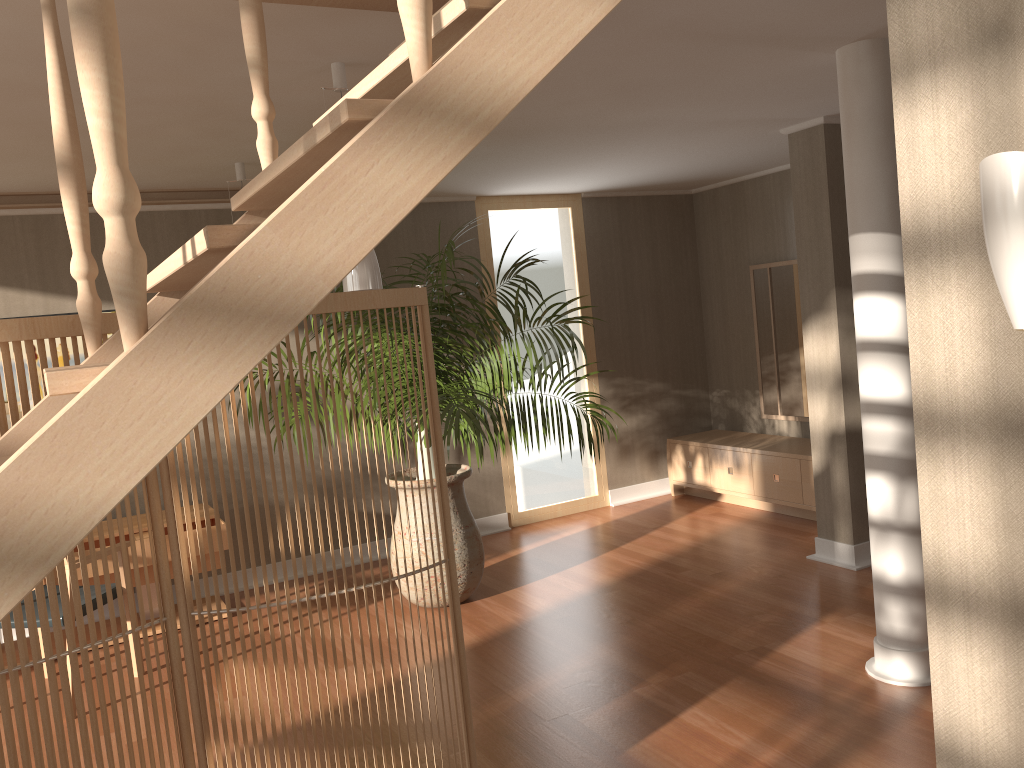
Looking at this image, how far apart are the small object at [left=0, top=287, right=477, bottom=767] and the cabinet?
3.7 meters

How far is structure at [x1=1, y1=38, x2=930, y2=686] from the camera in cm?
324

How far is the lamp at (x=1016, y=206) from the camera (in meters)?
1.34

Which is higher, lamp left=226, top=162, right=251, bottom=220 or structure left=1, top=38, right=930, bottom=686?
lamp left=226, top=162, right=251, bottom=220

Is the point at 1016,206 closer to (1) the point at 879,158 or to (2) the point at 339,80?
(1) the point at 879,158

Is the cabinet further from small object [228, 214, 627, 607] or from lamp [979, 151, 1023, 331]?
lamp [979, 151, 1023, 331]

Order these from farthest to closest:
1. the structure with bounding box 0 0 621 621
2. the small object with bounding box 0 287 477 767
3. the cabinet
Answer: the cabinet
the small object with bounding box 0 287 477 767
the structure with bounding box 0 0 621 621

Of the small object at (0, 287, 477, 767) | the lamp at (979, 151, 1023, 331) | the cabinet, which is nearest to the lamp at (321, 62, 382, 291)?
the small object at (0, 287, 477, 767)

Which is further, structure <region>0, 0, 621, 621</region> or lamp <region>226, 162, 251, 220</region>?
lamp <region>226, 162, 251, 220</region>

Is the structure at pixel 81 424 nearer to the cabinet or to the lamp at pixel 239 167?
the lamp at pixel 239 167
